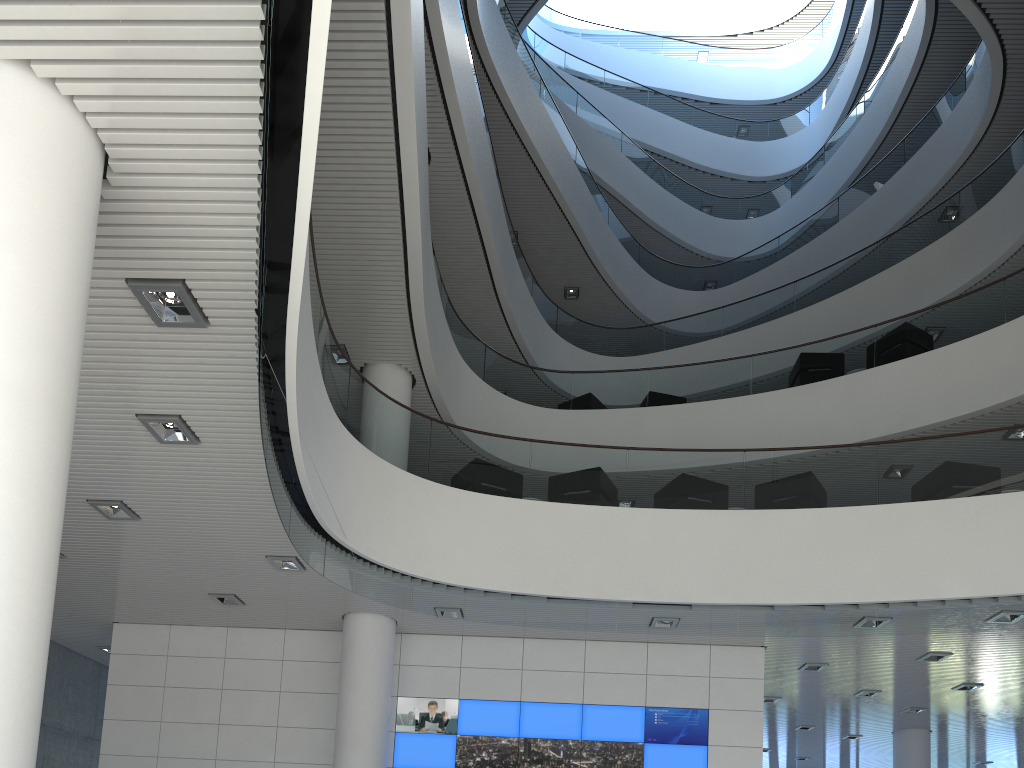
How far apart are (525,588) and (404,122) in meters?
3.2 m
